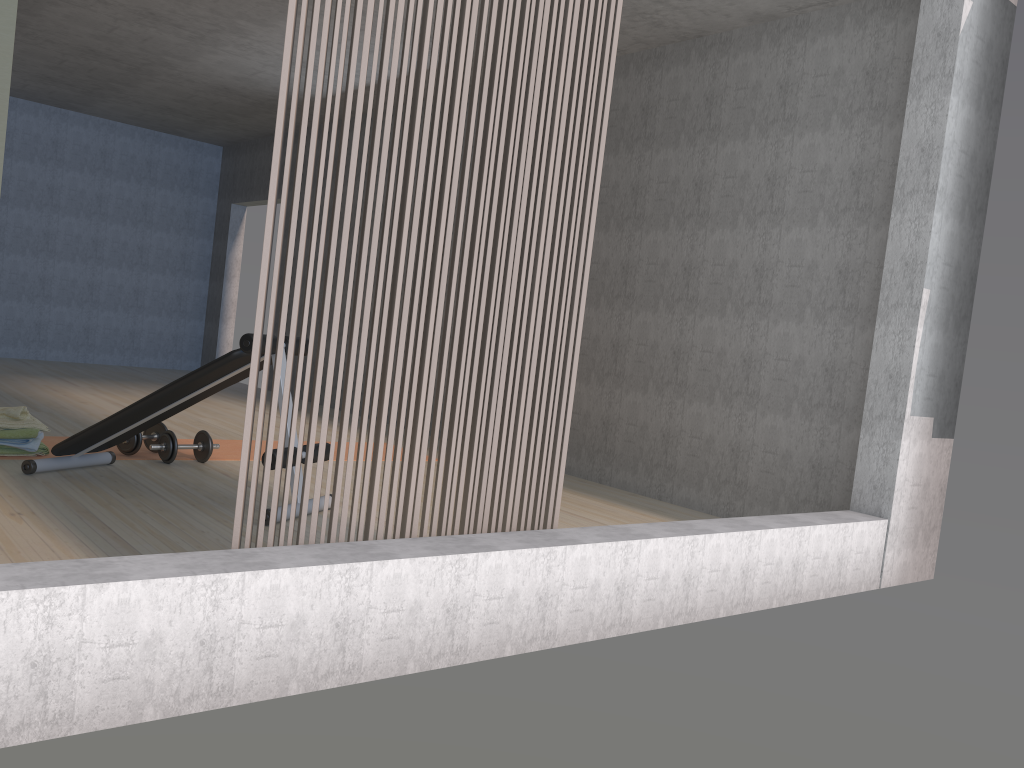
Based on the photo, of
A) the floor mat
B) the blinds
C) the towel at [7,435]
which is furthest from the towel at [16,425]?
the blinds

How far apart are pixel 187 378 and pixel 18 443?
1.2m

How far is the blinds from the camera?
2.4m

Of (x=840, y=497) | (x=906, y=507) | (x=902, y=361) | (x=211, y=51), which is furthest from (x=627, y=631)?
(x=211, y=51)

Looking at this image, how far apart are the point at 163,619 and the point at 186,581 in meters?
0.1

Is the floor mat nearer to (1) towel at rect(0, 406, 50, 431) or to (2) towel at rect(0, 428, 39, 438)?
(1) towel at rect(0, 406, 50, 431)

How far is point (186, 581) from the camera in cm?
191

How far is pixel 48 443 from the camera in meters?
4.7

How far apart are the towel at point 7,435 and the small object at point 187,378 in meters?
0.3

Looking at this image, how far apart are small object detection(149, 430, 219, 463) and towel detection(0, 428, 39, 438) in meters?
0.6
